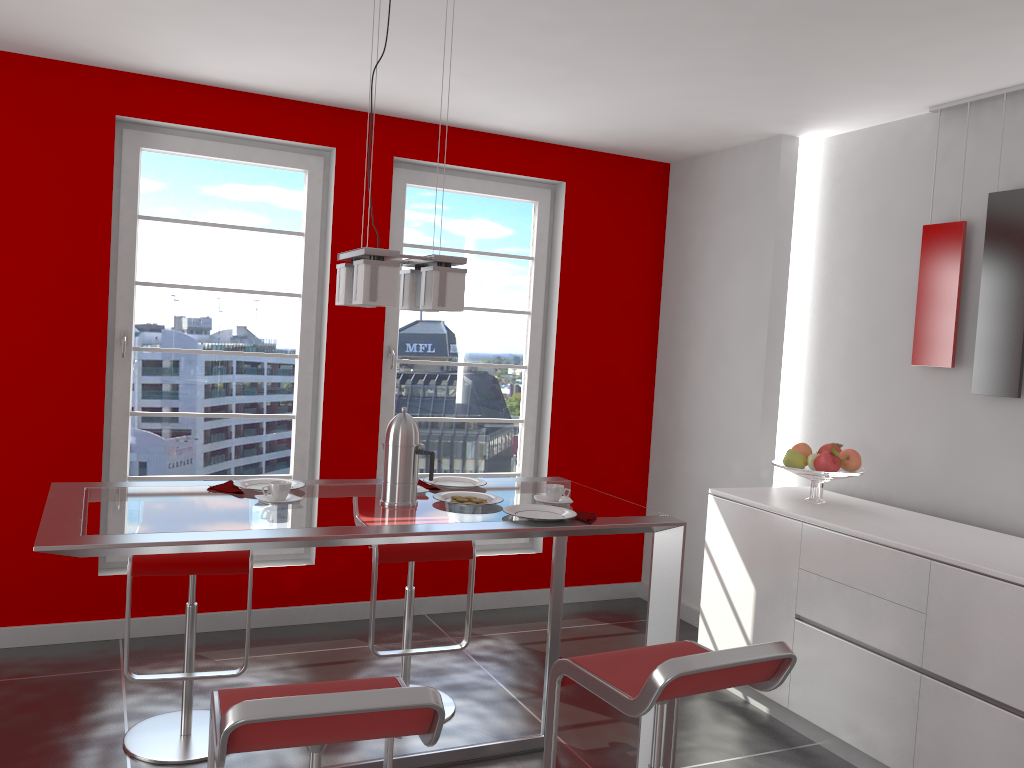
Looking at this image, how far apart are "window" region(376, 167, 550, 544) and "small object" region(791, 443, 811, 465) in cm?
163

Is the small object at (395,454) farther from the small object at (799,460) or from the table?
the small object at (799,460)

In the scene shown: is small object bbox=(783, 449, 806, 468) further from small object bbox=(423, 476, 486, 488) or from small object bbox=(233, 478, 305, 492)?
small object bbox=(233, 478, 305, 492)

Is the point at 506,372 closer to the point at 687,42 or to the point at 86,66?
the point at 687,42

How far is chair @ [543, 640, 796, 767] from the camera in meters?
1.9

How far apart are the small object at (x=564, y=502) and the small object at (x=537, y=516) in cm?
9

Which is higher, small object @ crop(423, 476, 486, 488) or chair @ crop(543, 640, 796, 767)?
small object @ crop(423, 476, 486, 488)

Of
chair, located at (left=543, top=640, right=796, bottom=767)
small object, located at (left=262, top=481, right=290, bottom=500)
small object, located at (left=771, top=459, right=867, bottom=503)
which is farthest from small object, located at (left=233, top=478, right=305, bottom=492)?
small object, located at (left=771, top=459, right=867, bottom=503)

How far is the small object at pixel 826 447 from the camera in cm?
391

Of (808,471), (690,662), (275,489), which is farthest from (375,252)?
(808,471)
